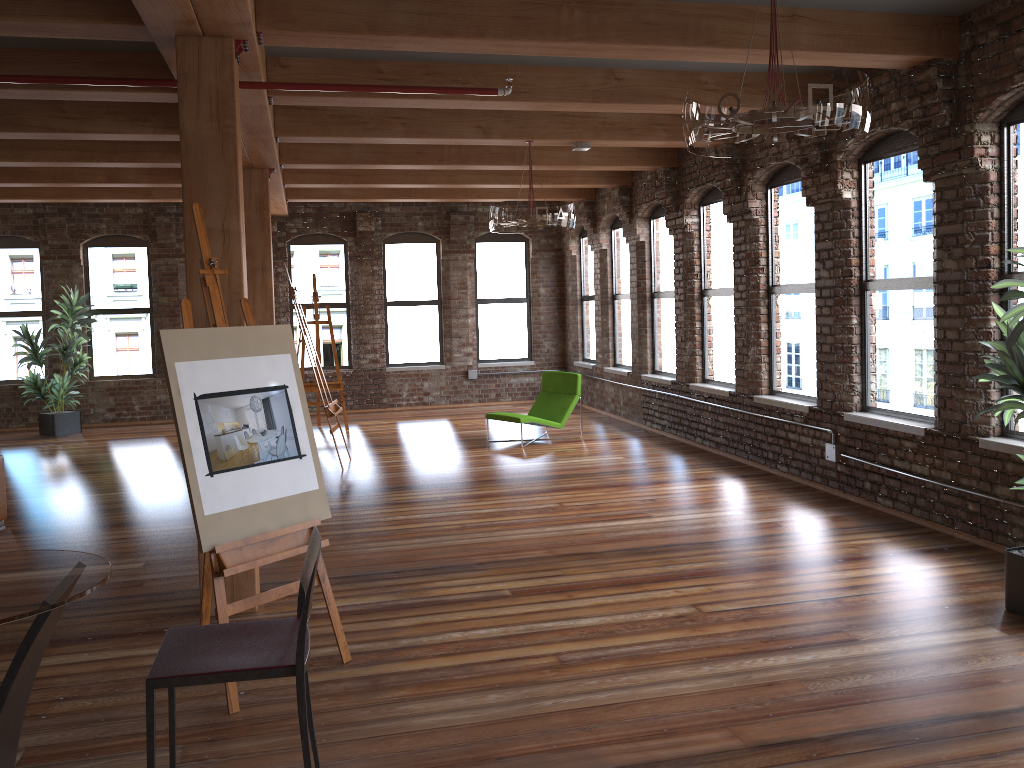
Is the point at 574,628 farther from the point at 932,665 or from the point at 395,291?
the point at 395,291

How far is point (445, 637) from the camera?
4.4m

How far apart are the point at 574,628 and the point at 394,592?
1.2 meters

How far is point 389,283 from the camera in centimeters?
1420cm

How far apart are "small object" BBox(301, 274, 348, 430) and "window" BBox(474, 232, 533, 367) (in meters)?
3.14

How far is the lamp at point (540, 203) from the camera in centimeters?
772cm

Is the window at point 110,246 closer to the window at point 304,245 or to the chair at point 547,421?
the window at point 304,245

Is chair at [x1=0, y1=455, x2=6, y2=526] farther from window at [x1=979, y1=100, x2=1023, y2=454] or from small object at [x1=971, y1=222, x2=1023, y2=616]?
window at [x1=979, y1=100, x2=1023, y2=454]

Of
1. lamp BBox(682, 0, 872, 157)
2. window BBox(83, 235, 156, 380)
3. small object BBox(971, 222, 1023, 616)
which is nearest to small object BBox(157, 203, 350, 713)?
lamp BBox(682, 0, 872, 157)

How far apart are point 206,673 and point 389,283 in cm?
1221
